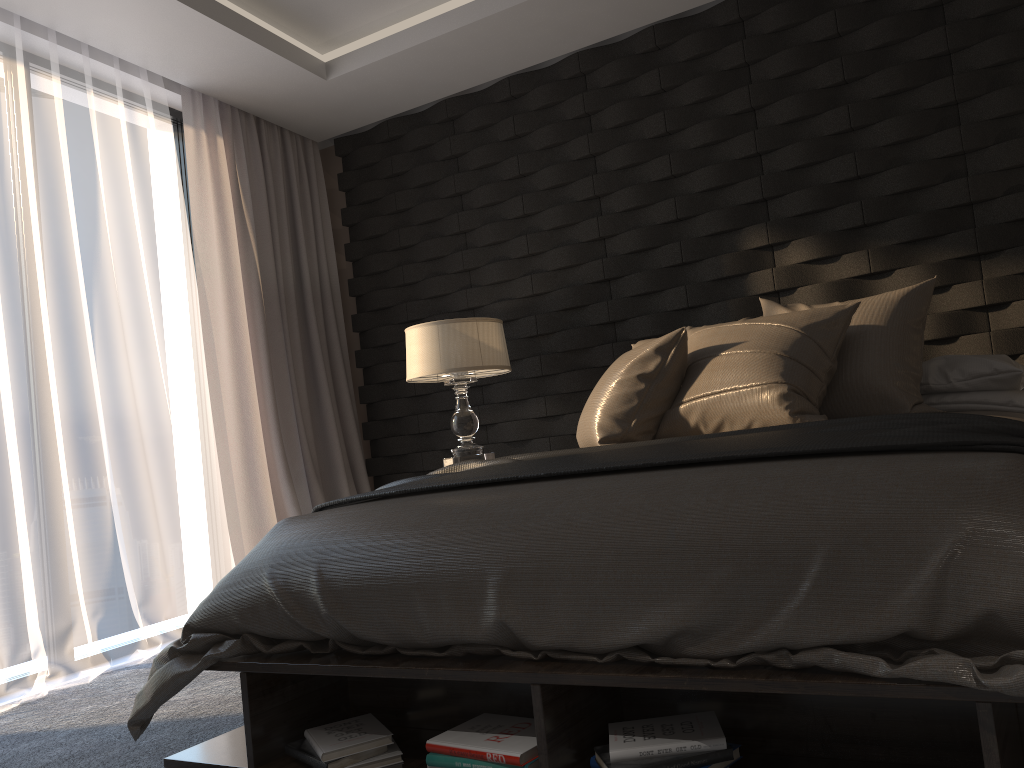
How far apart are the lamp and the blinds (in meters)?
0.78

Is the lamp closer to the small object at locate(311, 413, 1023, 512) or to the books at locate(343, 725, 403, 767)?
→ the small object at locate(311, 413, 1023, 512)

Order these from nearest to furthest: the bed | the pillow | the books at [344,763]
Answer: the bed, the books at [344,763], the pillow

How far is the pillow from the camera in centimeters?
260cm

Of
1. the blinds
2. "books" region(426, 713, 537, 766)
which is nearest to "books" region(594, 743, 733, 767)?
"books" region(426, 713, 537, 766)

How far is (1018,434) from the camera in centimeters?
161cm

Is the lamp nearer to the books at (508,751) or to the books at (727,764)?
the books at (508,751)

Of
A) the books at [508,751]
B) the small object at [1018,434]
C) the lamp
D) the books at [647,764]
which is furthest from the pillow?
the books at [647,764]

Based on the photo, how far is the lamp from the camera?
3.7 meters

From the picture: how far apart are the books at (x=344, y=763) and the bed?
0.0m
